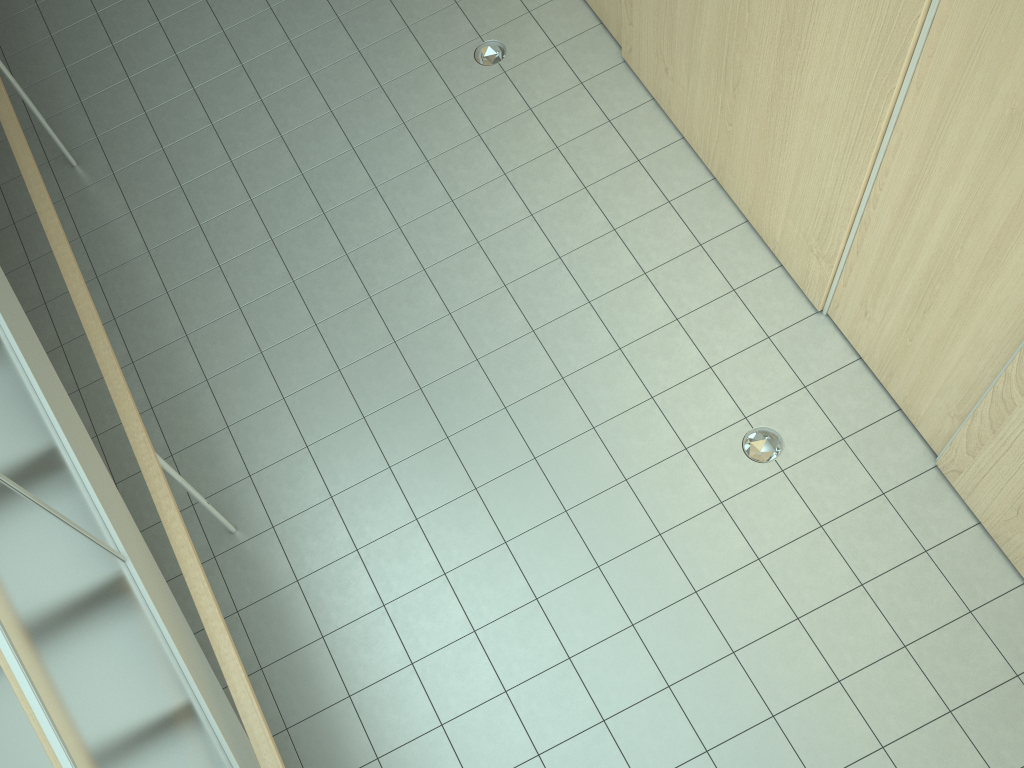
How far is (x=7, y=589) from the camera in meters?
2.0 m

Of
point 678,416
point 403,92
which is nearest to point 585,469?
point 678,416

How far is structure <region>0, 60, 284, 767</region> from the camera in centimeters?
204cm

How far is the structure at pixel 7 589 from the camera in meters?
2.0
